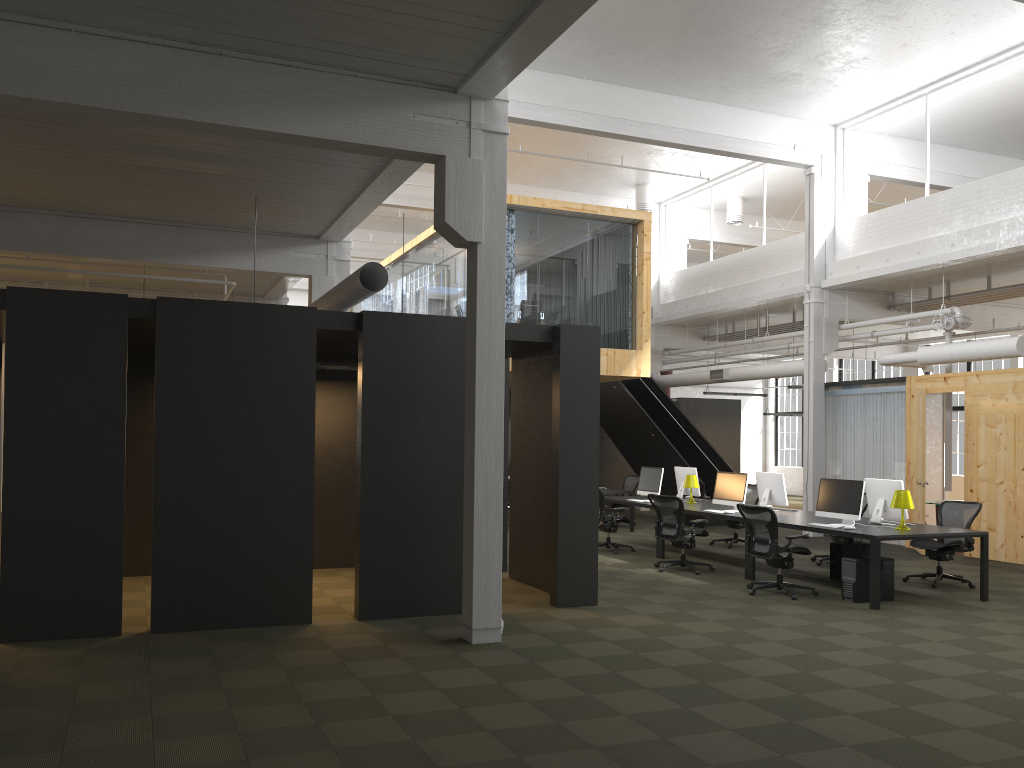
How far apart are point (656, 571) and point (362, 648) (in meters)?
5.41

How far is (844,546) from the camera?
10.88m

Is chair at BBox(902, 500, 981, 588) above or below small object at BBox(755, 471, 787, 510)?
below

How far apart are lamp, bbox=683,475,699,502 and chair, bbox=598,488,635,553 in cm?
127

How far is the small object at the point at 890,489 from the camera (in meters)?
10.25

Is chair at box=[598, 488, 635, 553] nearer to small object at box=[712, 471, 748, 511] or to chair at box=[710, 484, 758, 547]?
small object at box=[712, 471, 748, 511]

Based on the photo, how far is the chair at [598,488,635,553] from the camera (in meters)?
13.16

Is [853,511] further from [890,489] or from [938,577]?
[938,577]

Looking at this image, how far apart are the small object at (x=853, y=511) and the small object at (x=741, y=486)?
1.44m

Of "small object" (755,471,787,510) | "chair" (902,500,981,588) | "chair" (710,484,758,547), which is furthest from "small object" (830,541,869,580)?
"chair" (710,484,758,547)
